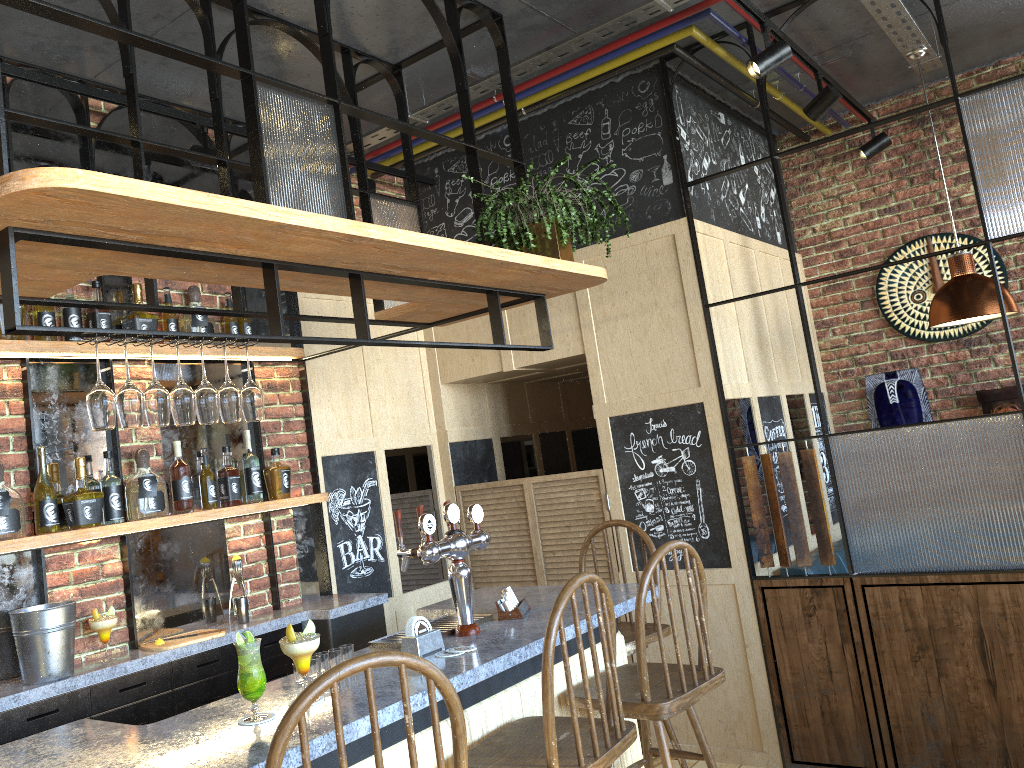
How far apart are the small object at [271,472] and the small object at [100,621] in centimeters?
86cm

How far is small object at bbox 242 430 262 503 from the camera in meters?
3.8

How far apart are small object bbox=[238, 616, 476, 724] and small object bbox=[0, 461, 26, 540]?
1.40m

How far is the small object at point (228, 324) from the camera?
3.9 meters

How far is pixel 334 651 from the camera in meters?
2.5

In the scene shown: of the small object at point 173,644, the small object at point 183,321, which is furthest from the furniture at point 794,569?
the small object at point 183,321

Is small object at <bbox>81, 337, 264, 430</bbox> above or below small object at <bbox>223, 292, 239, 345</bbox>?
below

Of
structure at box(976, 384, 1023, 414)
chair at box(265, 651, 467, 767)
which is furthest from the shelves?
structure at box(976, 384, 1023, 414)

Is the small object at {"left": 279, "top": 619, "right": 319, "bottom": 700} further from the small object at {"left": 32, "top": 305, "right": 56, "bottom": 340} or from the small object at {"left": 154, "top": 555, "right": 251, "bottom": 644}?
the small object at {"left": 32, "top": 305, "right": 56, "bottom": 340}

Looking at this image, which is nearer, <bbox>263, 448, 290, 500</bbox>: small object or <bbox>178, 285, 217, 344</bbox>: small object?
<bbox>178, 285, 217, 344</bbox>: small object
